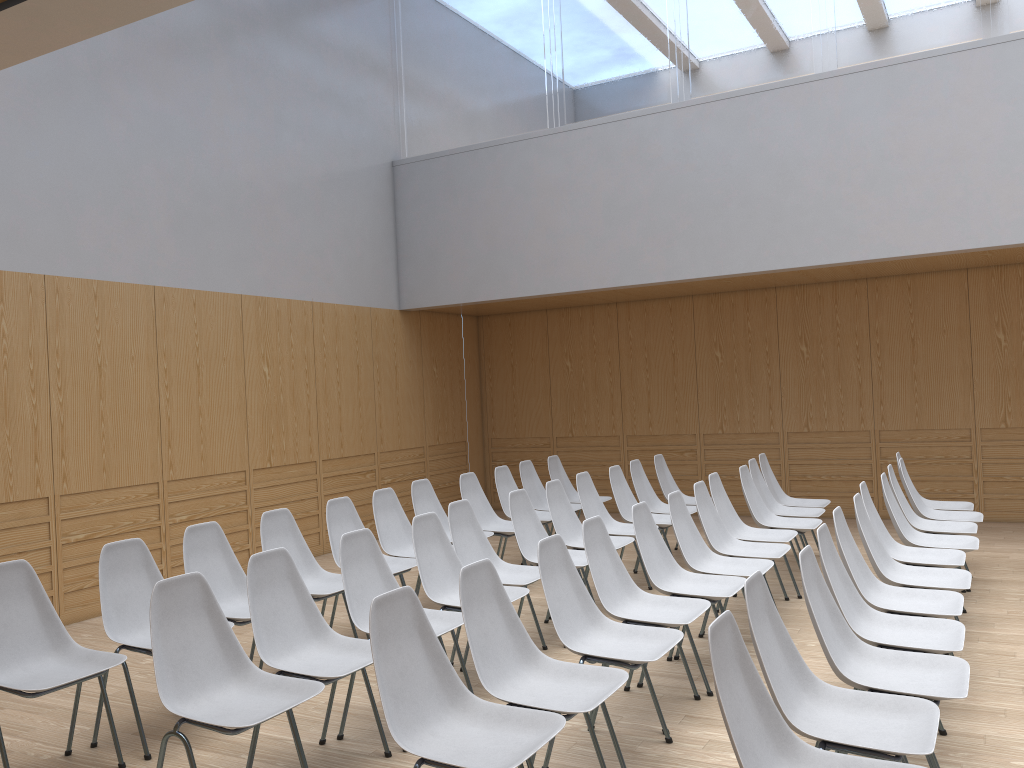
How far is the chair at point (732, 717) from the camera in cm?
221

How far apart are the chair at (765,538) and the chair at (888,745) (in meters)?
2.99

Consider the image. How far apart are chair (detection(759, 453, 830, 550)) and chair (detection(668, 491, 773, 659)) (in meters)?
2.44

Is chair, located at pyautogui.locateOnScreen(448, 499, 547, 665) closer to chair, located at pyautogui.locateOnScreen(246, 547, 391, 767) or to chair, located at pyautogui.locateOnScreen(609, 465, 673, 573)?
chair, located at pyautogui.locateOnScreen(246, 547, 391, 767)

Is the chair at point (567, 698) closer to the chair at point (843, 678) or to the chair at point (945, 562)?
the chair at point (843, 678)

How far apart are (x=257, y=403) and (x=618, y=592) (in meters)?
4.73

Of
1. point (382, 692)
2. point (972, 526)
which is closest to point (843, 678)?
point (382, 692)

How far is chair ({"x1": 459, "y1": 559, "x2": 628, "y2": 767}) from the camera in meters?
3.0 m

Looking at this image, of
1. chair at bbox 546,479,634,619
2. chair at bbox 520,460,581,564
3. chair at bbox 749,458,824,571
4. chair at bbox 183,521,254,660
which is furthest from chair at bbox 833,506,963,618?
chair at bbox 520,460,581,564

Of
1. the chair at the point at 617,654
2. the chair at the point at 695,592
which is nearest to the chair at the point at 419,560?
the chair at the point at 695,592
